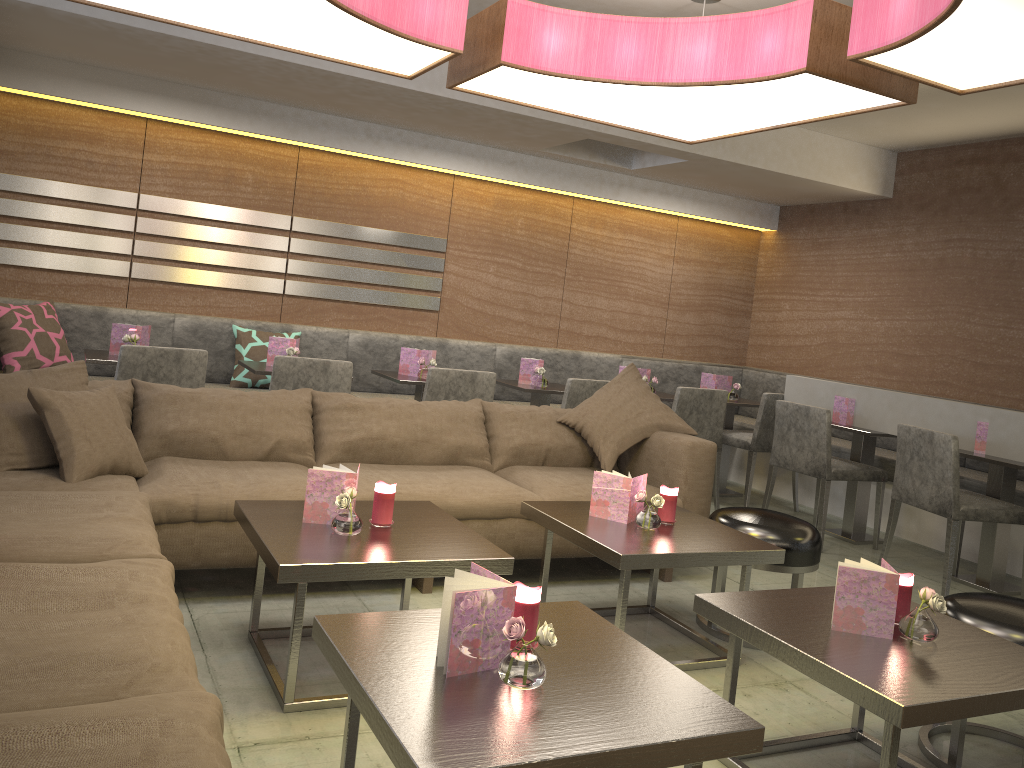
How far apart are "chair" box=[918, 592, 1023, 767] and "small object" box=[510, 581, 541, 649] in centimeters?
133cm

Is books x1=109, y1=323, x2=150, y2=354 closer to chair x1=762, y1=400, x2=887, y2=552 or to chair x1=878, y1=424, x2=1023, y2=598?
chair x1=762, y1=400, x2=887, y2=552

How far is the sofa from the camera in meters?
1.4 m

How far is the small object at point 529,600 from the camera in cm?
184

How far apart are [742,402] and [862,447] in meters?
1.0

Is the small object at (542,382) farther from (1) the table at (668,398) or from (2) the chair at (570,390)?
(1) the table at (668,398)

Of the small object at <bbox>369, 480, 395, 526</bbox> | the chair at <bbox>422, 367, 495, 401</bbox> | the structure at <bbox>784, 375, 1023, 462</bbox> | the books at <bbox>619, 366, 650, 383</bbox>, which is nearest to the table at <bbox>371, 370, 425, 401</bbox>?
the chair at <bbox>422, 367, 495, 401</bbox>

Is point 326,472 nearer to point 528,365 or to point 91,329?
point 528,365

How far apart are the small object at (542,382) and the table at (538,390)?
0.0m

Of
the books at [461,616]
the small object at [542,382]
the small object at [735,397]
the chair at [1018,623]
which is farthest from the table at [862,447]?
the books at [461,616]
